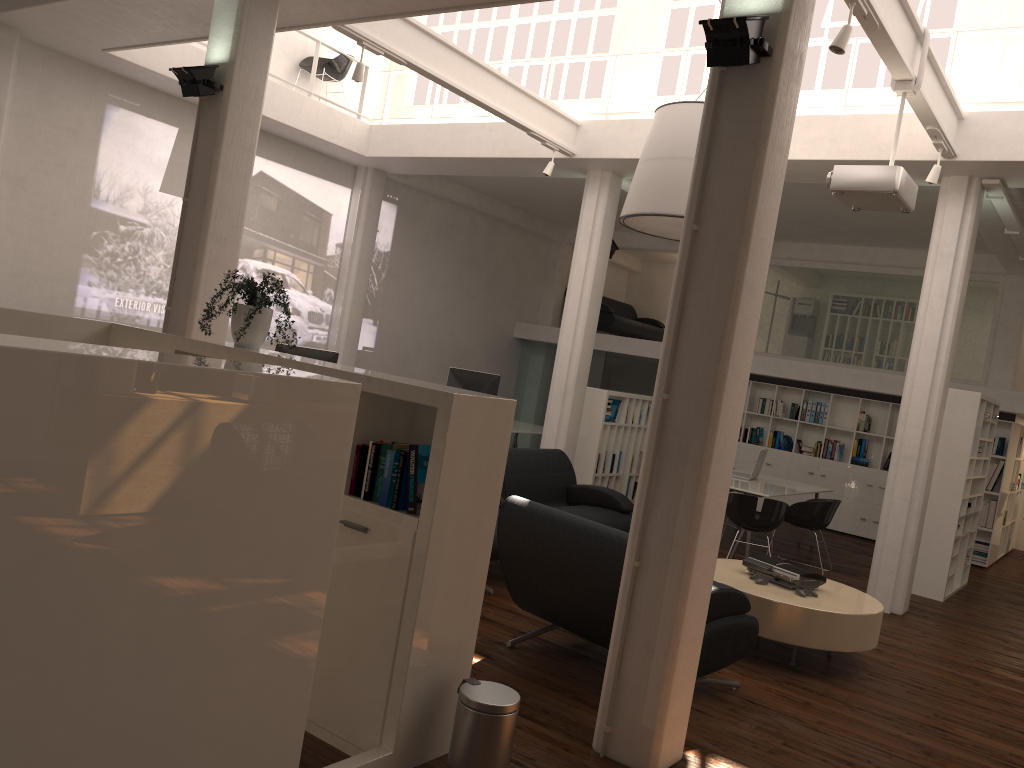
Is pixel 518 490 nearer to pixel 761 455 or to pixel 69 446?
pixel 761 455

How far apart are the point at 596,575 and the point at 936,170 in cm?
600

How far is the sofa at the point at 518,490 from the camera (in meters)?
9.84

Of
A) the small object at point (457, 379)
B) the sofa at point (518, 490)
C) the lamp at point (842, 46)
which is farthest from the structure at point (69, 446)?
the small object at point (457, 379)

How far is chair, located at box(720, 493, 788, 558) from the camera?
10.6 meters

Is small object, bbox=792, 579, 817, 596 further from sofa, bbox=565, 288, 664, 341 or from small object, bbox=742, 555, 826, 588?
sofa, bbox=565, 288, 664, 341

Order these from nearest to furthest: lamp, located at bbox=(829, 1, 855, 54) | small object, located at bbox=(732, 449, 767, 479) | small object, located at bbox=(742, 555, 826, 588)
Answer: lamp, located at bbox=(829, 1, 855, 54) → small object, located at bbox=(742, 555, 826, 588) → small object, located at bbox=(732, 449, 767, 479)

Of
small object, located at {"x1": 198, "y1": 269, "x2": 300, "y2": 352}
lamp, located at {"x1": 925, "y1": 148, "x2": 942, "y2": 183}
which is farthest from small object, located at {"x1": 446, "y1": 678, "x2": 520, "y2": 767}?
lamp, located at {"x1": 925, "y1": 148, "x2": 942, "y2": 183}

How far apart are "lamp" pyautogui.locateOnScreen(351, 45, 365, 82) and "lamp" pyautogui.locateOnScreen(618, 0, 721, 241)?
2.9m

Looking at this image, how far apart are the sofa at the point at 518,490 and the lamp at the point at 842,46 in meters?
4.8 m
